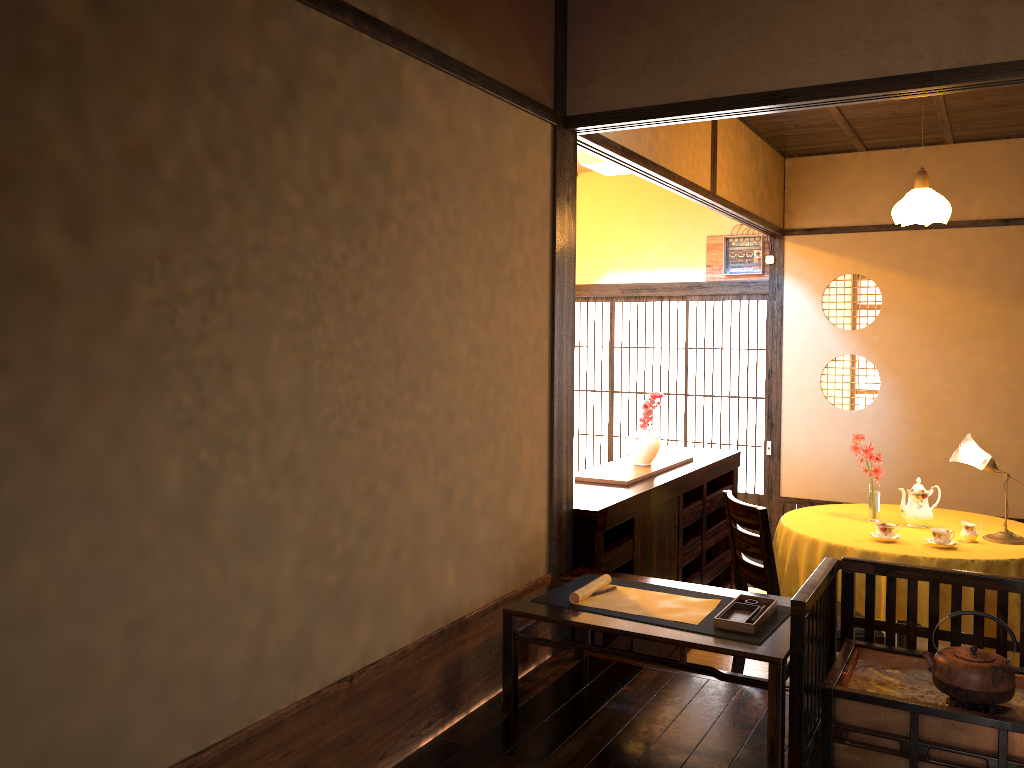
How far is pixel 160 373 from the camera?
1.8 meters

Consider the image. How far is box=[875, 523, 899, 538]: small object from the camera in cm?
420

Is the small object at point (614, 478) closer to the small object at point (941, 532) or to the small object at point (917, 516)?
the small object at point (917, 516)

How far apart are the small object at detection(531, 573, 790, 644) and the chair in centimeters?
73cm

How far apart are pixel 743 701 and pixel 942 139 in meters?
4.7

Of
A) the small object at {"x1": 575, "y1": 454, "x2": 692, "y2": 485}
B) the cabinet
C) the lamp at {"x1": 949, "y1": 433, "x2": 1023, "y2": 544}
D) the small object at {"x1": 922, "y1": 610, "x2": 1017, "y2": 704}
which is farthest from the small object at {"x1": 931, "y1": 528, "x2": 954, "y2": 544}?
the small object at {"x1": 922, "y1": 610, "x2": 1017, "y2": 704}

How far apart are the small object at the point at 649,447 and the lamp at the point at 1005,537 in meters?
1.6

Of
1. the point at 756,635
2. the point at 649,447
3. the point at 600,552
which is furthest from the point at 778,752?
the point at 649,447

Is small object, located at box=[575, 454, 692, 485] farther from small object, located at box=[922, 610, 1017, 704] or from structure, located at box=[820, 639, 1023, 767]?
small object, located at box=[922, 610, 1017, 704]

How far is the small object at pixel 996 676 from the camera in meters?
2.3
